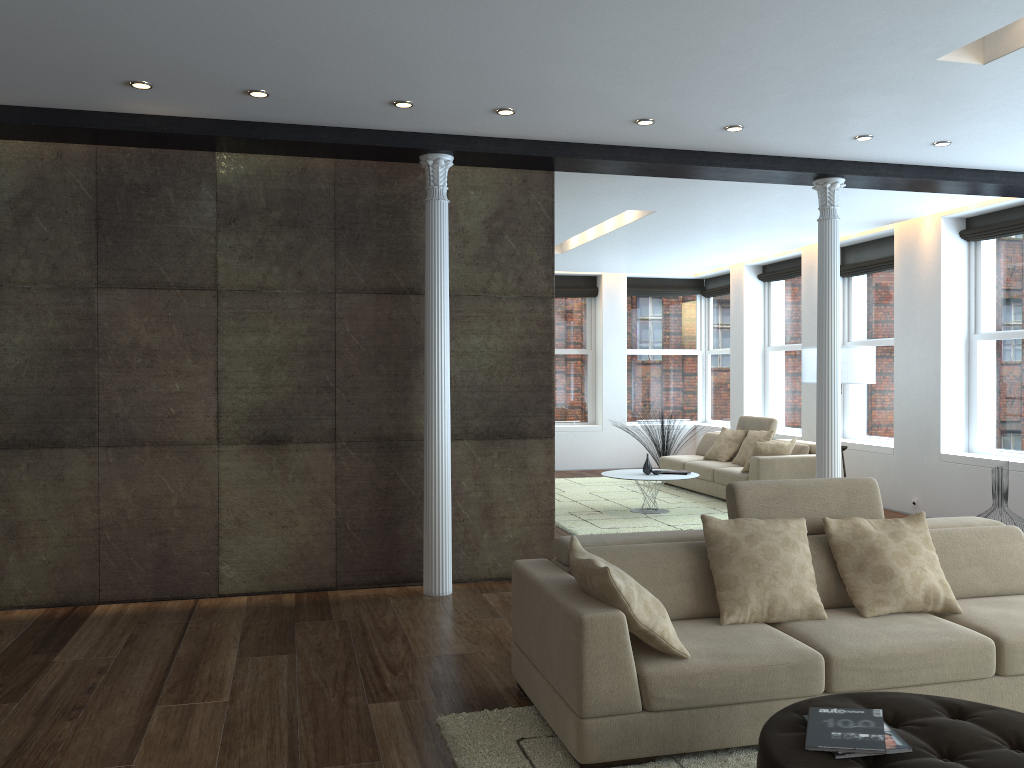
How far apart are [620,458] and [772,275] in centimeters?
359cm

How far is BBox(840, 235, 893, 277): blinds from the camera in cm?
991

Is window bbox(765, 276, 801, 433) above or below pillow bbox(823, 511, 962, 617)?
above

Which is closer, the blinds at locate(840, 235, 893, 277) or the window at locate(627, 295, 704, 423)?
the blinds at locate(840, 235, 893, 277)

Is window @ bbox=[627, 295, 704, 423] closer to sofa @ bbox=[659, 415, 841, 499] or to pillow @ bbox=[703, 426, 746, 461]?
sofa @ bbox=[659, 415, 841, 499]

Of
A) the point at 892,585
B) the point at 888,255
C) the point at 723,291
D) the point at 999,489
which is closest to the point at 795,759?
the point at 892,585

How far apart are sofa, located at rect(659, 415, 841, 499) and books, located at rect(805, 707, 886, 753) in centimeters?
664cm

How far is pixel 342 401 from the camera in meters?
6.0

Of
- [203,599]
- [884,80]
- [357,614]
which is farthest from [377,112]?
[203,599]

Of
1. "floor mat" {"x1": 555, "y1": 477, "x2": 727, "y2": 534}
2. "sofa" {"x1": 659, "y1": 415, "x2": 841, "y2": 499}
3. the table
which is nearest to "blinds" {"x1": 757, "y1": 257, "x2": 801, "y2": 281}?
"sofa" {"x1": 659, "y1": 415, "x2": 841, "y2": 499}
